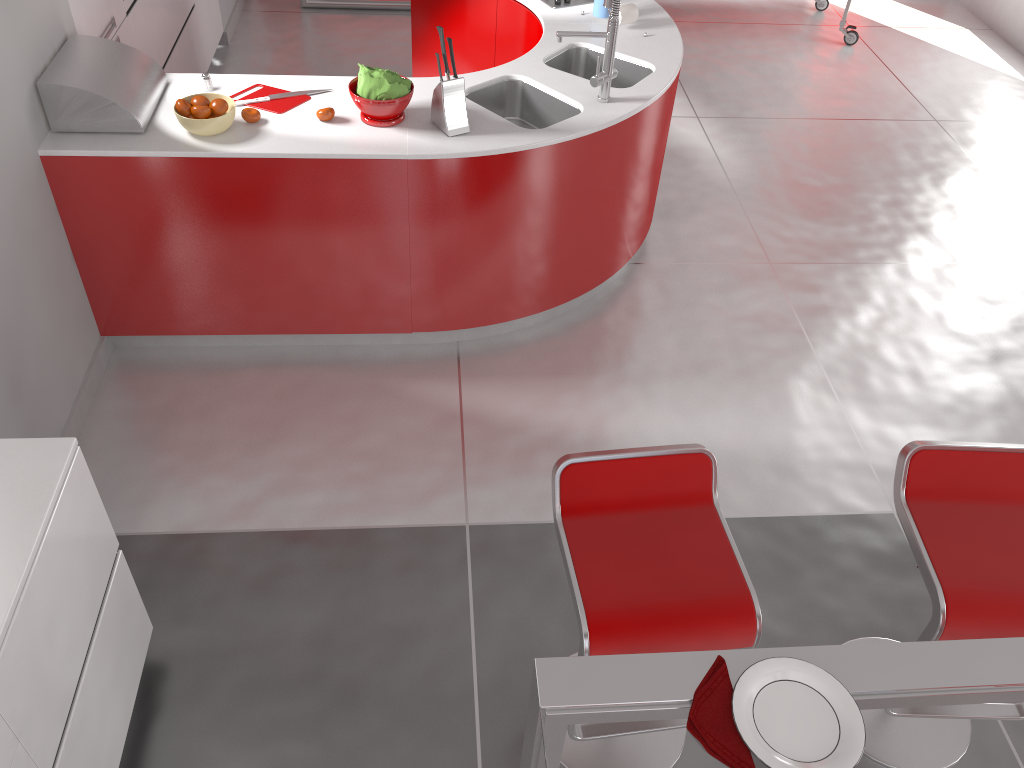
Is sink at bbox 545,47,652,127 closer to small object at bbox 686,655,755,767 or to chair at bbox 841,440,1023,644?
chair at bbox 841,440,1023,644

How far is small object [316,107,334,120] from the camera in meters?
3.1

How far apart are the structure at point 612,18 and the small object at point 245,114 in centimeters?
111cm

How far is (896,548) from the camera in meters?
3.0

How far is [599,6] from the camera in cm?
393

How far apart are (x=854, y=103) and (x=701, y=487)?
4.3m

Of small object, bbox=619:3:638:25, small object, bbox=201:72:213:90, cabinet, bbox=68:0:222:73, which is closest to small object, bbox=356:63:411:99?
small object, bbox=201:72:213:90

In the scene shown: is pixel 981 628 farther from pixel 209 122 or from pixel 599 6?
pixel 599 6

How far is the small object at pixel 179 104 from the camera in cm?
298

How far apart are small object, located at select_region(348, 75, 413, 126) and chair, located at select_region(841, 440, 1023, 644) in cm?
198
